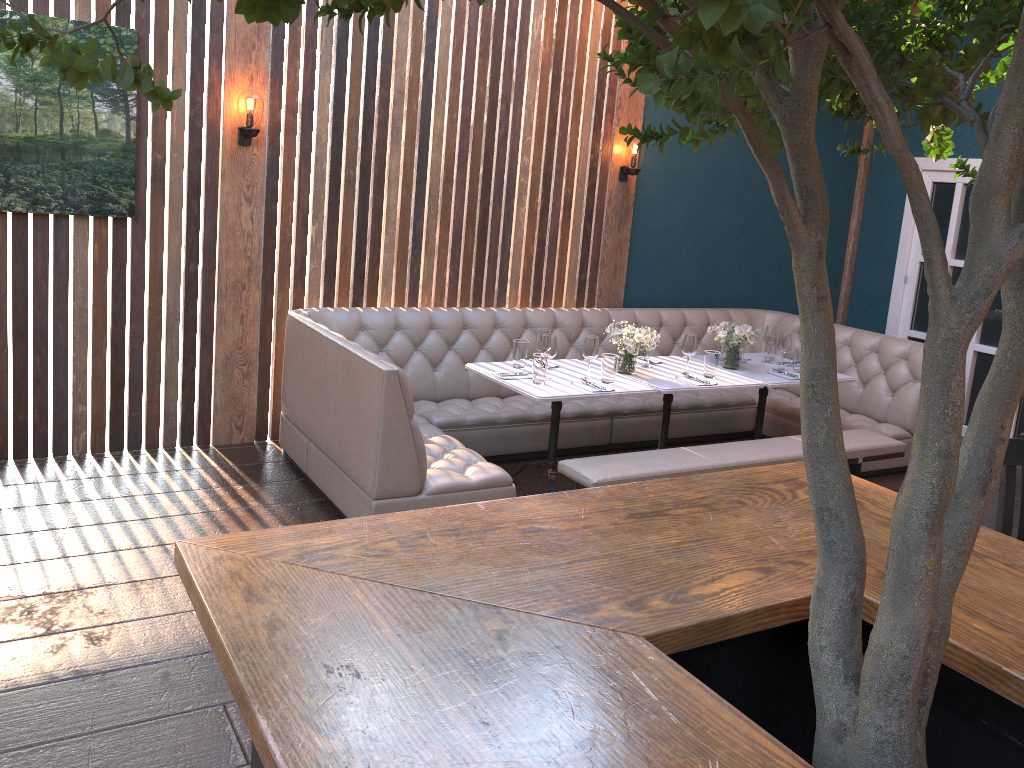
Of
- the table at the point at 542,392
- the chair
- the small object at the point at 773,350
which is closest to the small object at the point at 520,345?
the table at the point at 542,392

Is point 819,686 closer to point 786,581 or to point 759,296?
point 786,581

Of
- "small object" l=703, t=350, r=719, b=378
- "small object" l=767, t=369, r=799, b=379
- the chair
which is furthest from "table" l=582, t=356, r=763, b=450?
the chair

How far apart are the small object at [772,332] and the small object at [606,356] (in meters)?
1.56

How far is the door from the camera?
6.99m

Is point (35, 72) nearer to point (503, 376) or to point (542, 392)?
point (503, 376)

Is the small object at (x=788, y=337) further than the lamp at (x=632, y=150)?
No

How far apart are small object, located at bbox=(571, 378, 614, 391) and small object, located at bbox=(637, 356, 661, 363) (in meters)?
0.91

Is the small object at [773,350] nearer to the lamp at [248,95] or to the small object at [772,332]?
the small object at [772,332]

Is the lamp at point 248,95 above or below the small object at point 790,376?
above
